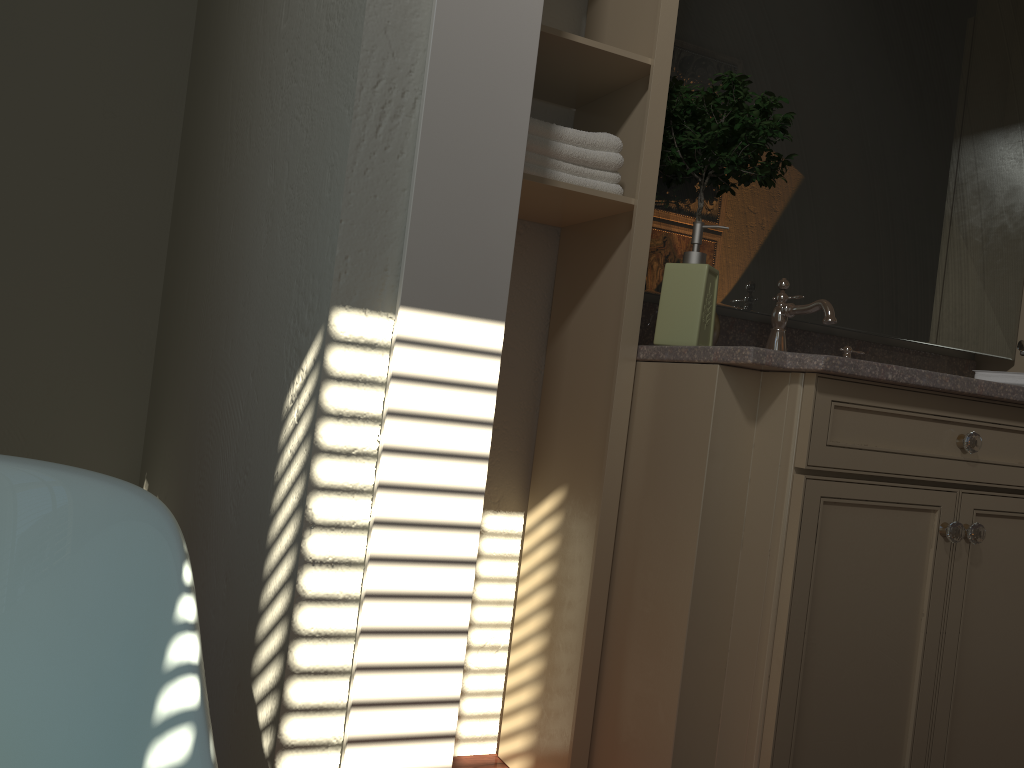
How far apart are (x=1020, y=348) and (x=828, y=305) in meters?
0.6

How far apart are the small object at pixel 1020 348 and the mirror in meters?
0.2

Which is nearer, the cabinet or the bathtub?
the bathtub

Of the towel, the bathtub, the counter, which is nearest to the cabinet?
the counter

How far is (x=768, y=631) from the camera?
1.42m

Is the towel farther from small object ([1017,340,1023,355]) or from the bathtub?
small object ([1017,340,1023,355])

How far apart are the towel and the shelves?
0.01m

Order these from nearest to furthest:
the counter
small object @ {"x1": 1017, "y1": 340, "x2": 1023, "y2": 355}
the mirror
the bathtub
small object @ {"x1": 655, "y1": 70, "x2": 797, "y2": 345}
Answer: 1. the bathtub
2. the counter
3. small object @ {"x1": 655, "y1": 70, "x2": 797, "y2": 345}
4. the mirror
5. small object @ {"x1": 1017, "y1": 340, "x2": 1023, "y2": 355}

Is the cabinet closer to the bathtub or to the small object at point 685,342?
the small object at point 685,342

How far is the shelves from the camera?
1.6 meters
